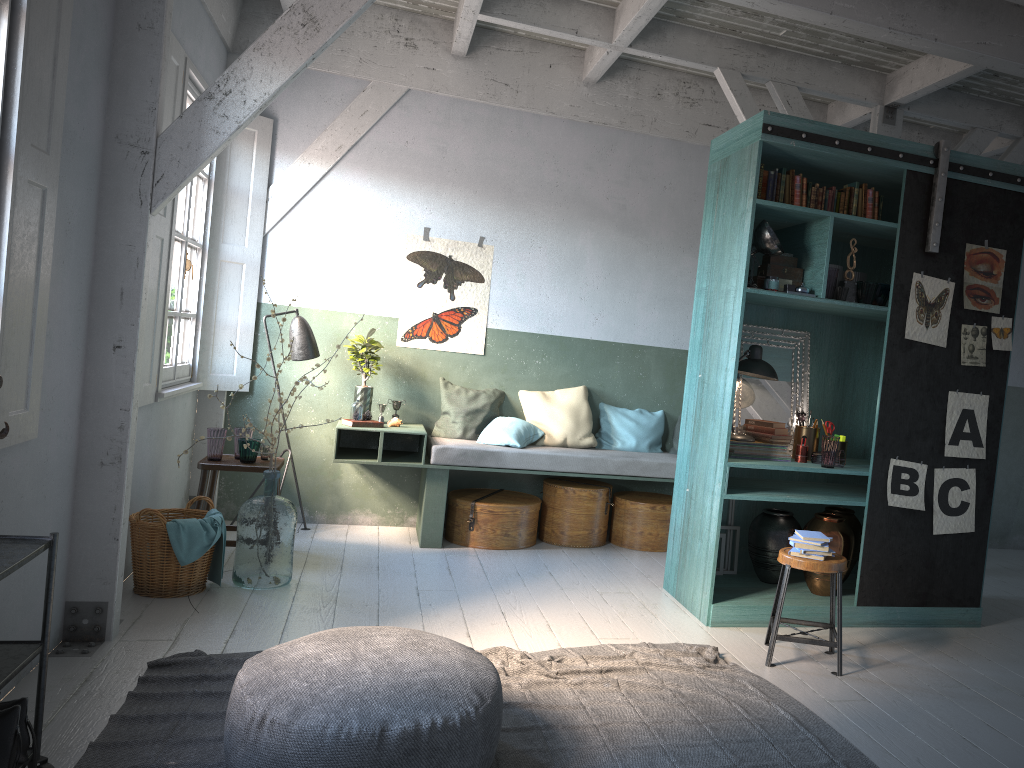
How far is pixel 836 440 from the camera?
5.7m

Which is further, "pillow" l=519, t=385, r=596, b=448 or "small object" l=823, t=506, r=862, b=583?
"pillow" l=519, t=385, r=596, b=448

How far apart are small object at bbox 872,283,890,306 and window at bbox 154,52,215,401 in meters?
4.7 m

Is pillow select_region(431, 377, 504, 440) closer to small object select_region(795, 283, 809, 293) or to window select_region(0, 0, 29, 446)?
small object select_region(795, 283, 809, 293)

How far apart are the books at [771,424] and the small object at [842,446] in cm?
49

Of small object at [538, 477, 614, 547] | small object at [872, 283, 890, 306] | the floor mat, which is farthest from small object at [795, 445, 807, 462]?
small object at [538, 477, 614, 547]

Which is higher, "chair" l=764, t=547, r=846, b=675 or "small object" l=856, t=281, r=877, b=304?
"small object" l=856, t=281, r=877, b=304

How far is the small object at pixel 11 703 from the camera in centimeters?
309cm

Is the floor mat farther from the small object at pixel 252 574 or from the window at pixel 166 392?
the window at pixel 166 392

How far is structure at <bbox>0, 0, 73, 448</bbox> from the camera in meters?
3.6 m
